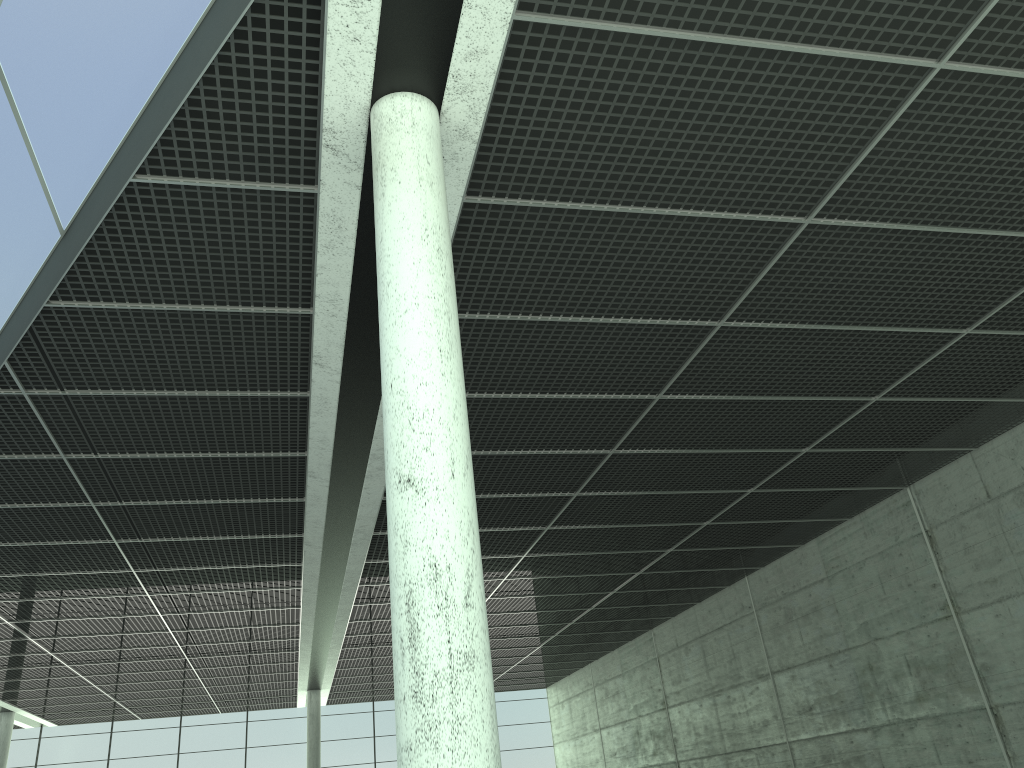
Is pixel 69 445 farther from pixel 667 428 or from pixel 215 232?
pixel 667 428
